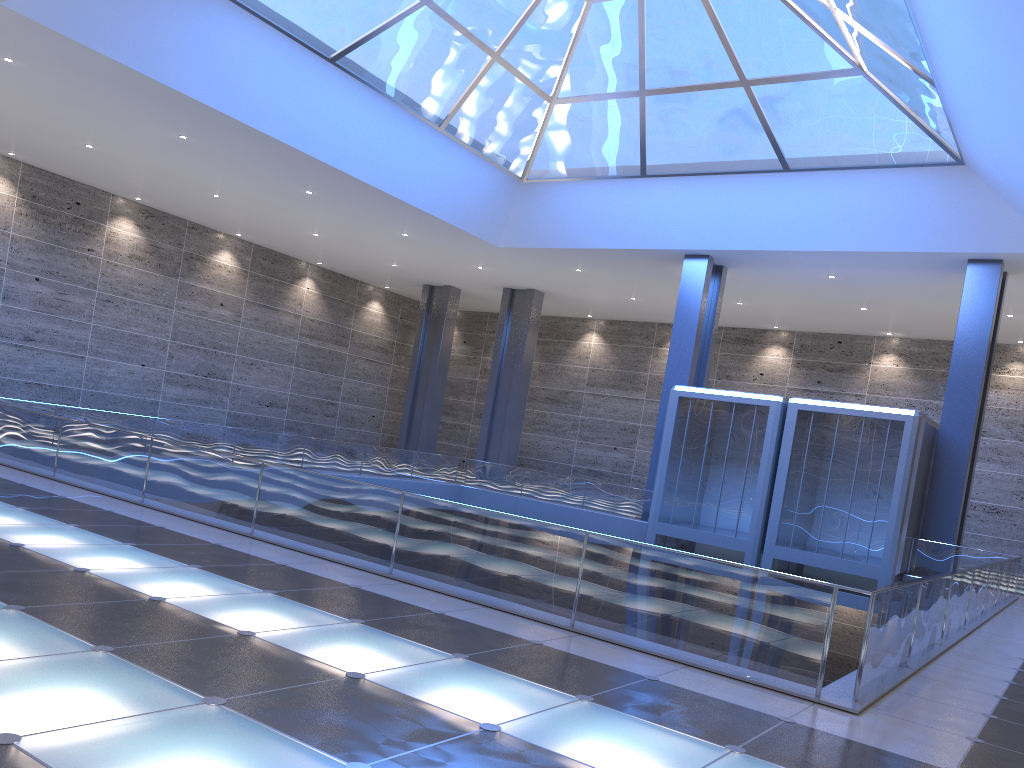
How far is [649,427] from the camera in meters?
44.4
